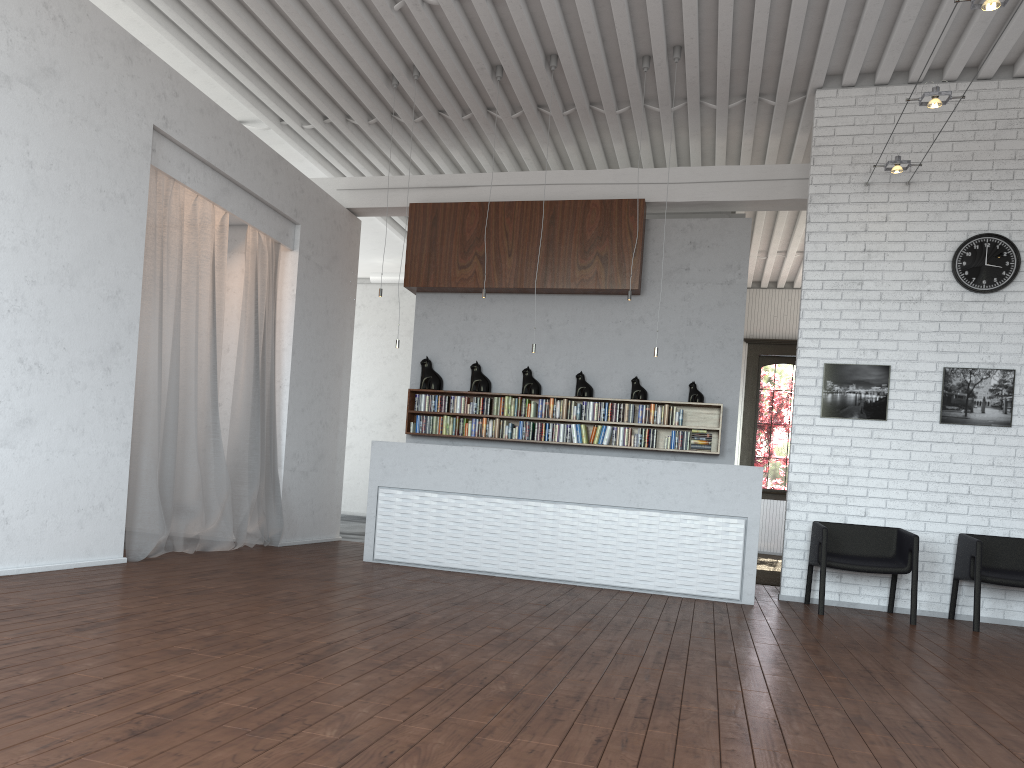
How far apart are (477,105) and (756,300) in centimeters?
828cm

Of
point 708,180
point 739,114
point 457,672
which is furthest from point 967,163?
point 457,672
